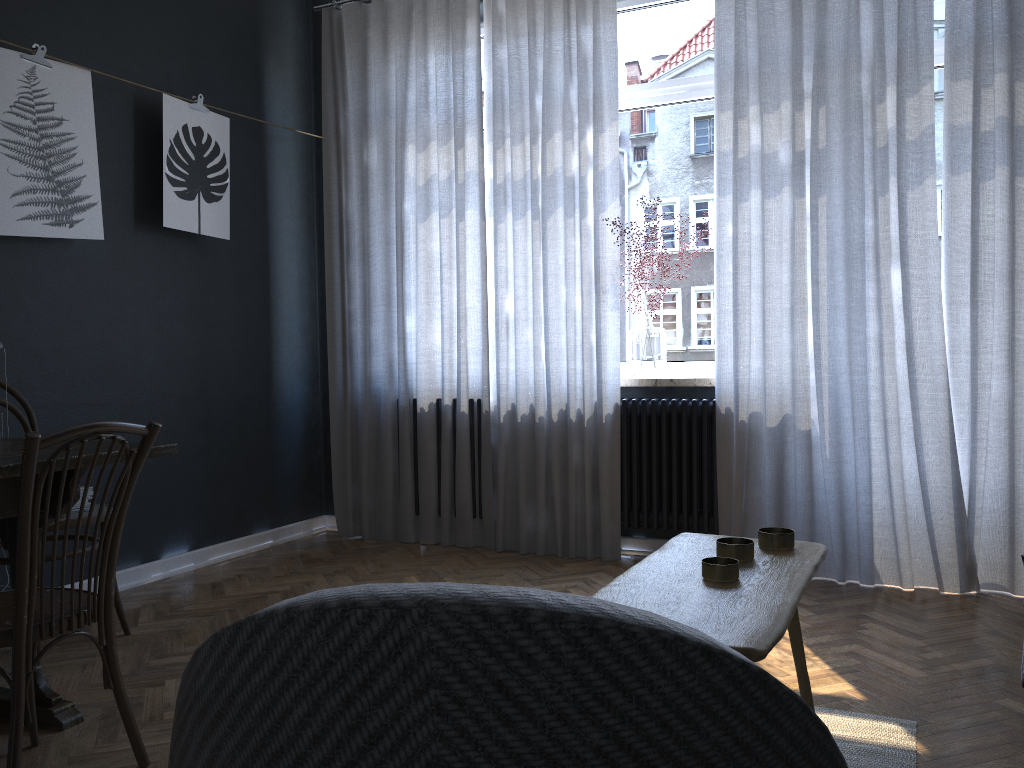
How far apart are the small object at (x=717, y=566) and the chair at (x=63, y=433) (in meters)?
1.21

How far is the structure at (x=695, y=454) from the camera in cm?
392

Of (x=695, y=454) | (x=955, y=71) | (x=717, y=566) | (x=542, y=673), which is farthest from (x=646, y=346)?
(x=542, y=673)

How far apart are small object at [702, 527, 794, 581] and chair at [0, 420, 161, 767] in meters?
1.2 m

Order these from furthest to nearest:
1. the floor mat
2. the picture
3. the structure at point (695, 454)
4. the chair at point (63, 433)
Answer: the structure at point (695, 454) → the picture → the floor mat → the chair at point (63, 433)

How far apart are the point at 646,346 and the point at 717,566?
2.7 meters

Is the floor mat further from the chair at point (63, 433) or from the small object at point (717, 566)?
the chair at point (63, 433)

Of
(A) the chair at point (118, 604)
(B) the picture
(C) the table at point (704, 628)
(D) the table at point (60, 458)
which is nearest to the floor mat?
(C) the table at point (704, 628)

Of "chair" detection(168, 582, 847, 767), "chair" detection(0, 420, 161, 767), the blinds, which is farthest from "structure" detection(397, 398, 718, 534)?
"chair" detection(168, 582, 847, 767)

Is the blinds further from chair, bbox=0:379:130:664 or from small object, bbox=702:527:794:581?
small object, bbox=702:527:794:581
